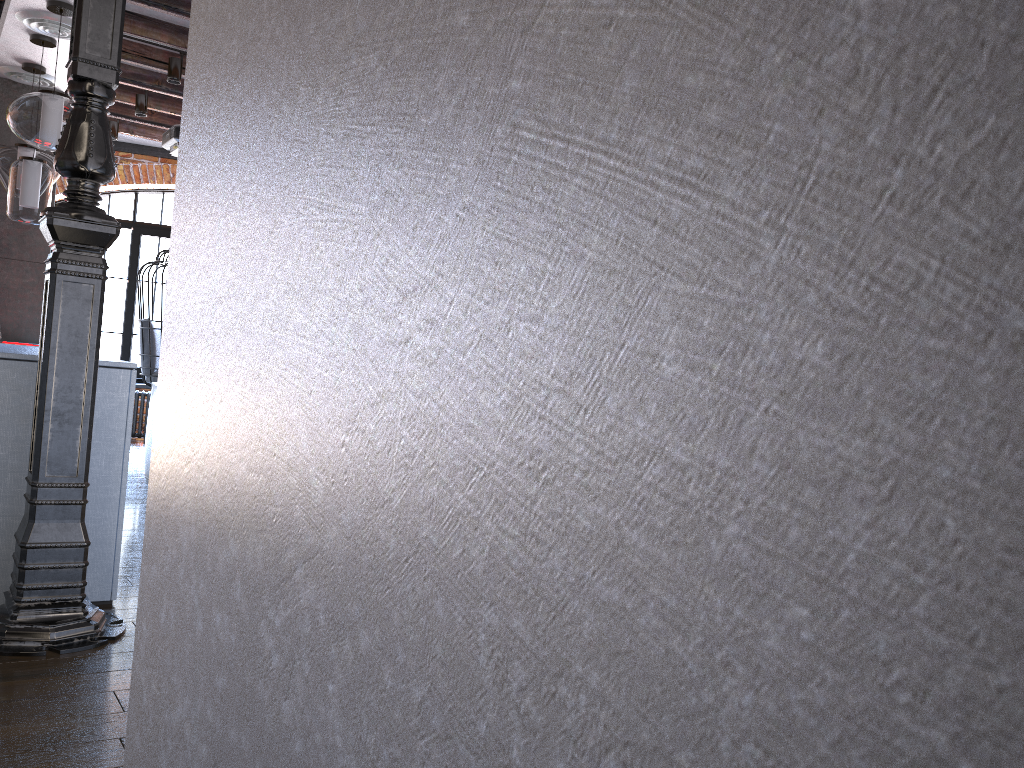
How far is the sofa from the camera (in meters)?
5.74

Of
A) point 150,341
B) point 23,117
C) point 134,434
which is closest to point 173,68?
point 23,117

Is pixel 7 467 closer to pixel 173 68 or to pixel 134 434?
pixel 173 68

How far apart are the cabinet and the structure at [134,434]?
4.64m

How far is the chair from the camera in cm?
685

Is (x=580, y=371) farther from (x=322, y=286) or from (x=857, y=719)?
(x=322, y=286)

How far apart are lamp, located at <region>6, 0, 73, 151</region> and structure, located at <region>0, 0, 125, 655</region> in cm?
139

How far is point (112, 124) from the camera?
7.2m

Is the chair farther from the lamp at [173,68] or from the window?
the lamp at [173,68]

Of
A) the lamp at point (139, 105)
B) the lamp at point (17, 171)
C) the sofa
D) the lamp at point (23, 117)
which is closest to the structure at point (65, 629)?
the lamp at point (23, 117)
